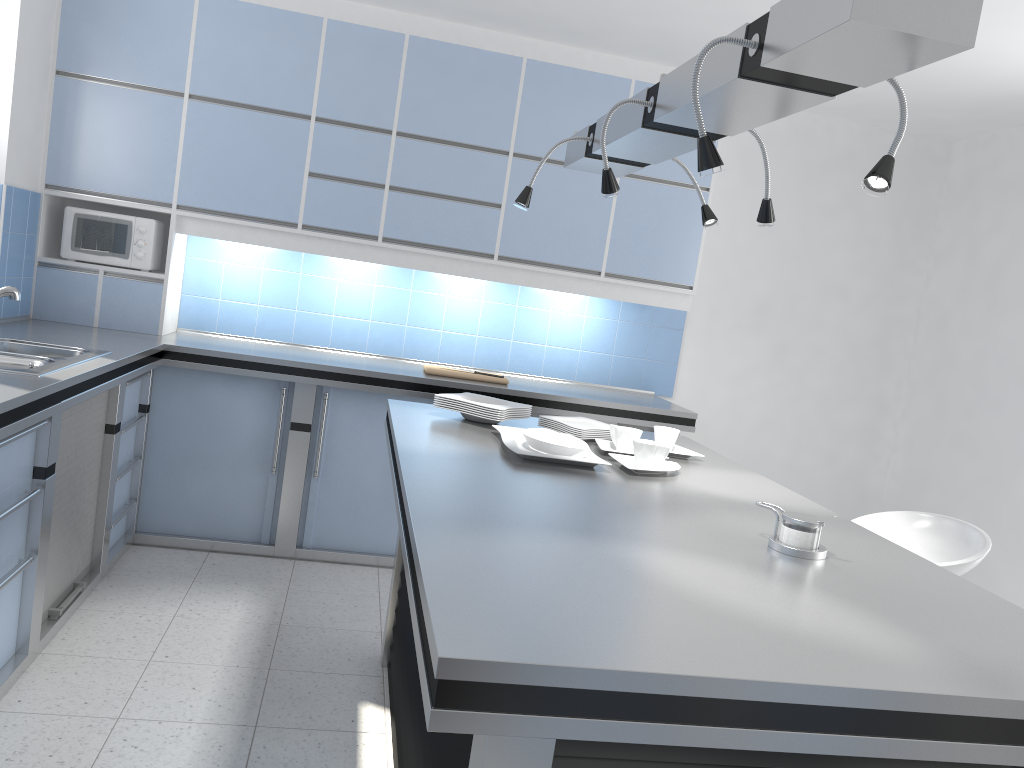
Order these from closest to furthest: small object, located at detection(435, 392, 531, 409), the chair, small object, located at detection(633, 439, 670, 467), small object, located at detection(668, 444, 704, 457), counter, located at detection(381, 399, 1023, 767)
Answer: counter, located at detection(381, 399, 1023, 767) → small object, located at detection(633, 439, 670, 467) → the chair → small object, located at detection(668, 444, 704, 457) → small object, located at detection(435, 392, 531, 409)

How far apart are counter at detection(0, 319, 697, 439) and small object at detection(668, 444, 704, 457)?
1.4 meters

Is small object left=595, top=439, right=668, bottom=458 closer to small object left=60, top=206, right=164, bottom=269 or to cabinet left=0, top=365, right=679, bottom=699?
cabinet left=0, top=365, right=679, bottom=699

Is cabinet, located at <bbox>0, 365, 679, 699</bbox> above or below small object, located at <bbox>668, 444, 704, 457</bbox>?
below

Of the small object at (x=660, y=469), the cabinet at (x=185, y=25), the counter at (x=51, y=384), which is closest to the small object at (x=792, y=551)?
the small object at (x=660, y=469)

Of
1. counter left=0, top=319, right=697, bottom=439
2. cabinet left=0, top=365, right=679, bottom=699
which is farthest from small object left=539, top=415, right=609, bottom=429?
cabinet left=0, top=365, right=679, bottom=699

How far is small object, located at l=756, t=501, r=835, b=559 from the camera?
1.9m

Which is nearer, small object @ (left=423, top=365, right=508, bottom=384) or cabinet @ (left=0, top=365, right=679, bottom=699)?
cabinet @ (left=0, top=365, right=679, bottom=699)

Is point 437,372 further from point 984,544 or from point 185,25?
point 984,544

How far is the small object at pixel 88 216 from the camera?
4.3 meters
